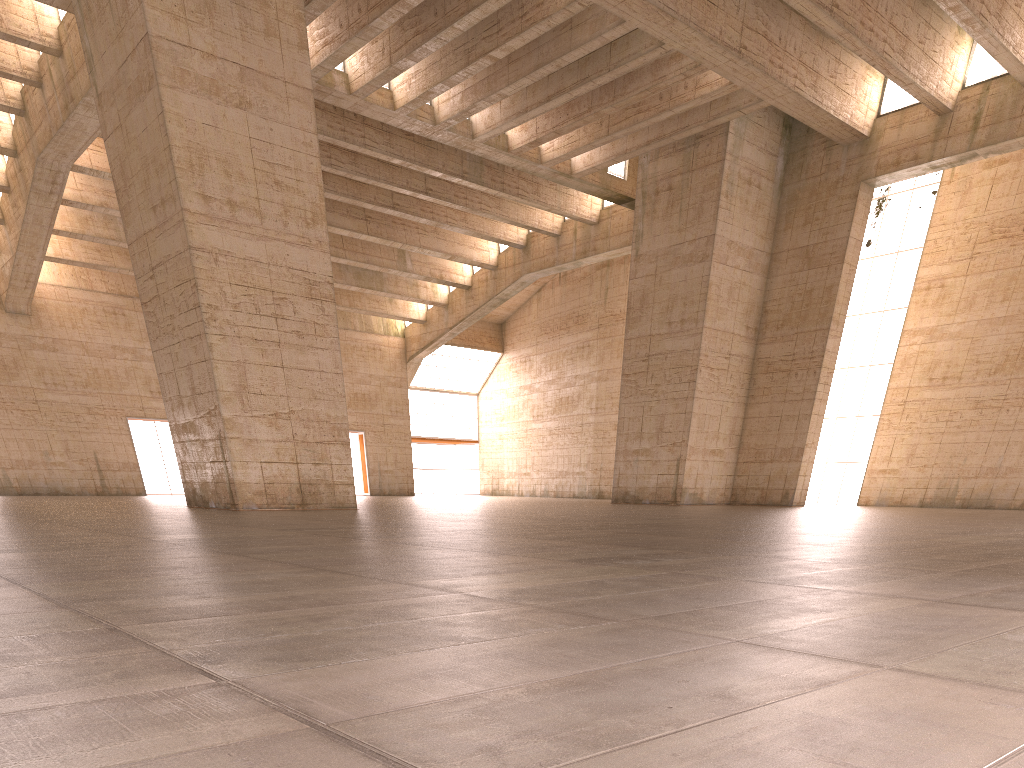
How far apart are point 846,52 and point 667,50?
8.04m

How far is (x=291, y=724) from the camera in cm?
179

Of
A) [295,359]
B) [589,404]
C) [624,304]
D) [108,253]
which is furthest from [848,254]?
[108,253]
